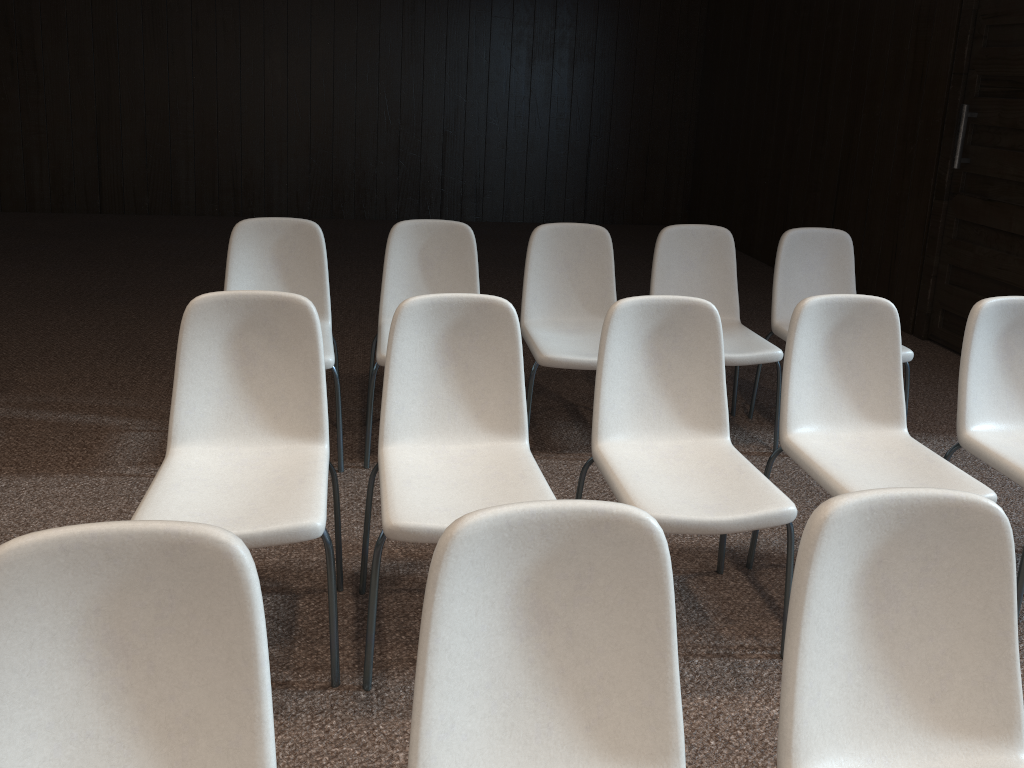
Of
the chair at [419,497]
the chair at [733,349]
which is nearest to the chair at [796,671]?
the chair at [419,497]

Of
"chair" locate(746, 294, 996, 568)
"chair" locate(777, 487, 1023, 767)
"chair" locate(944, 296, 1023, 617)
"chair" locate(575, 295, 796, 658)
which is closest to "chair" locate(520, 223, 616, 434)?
"chair" locate(575, 295, 796, 658)

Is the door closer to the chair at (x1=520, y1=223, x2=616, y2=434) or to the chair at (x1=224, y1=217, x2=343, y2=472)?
the chair at (x1=520, y1=223, x2=616, y2=434)

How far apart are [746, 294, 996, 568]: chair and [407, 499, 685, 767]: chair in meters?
1.2

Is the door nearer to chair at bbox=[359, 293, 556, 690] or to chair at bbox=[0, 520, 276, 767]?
chair at bbox=[359, 293, 556, 690]

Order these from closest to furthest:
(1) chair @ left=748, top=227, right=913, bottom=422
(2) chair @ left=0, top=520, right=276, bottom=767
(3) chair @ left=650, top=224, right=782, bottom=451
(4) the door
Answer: (2) chair @ left=0, top=520, right=276, bottom=767 → (3) chair @ left=650, top=224, right=782, bottom=451 → (1) chair @ left=748, top=227, right=913, bottom=422 → (4) the door

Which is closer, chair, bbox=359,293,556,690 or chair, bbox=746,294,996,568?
chair, bbox=359,293,556,690

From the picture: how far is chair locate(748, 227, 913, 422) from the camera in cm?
396

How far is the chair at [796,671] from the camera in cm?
147

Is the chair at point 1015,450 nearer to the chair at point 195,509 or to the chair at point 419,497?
the chair at point 419,497
